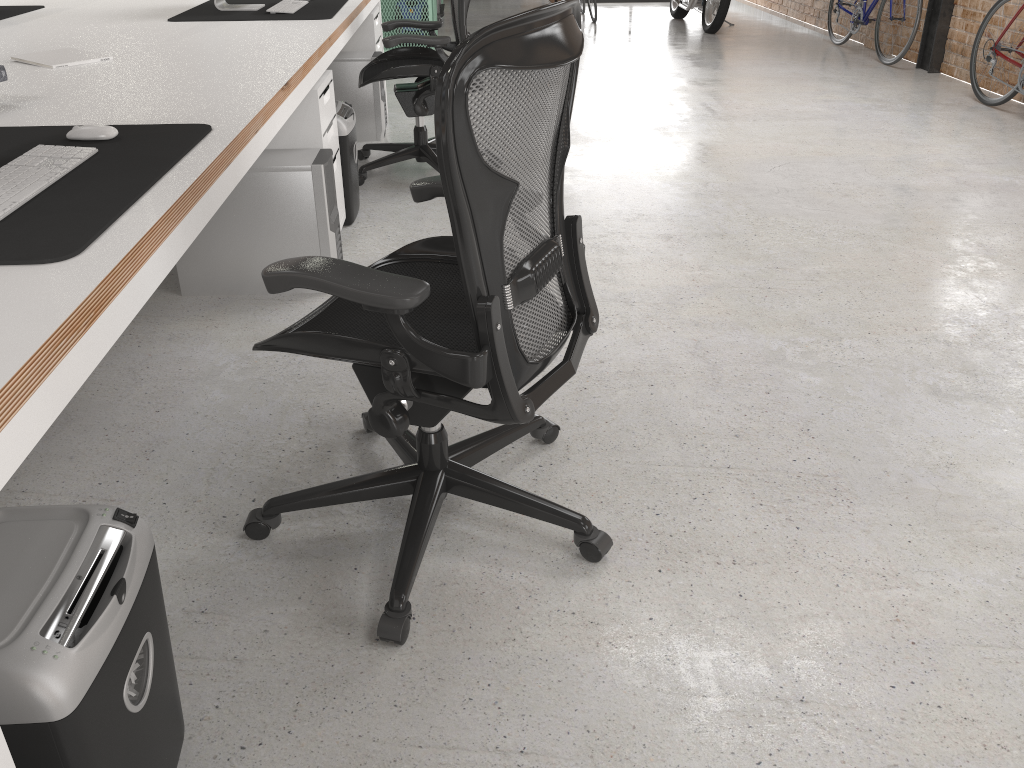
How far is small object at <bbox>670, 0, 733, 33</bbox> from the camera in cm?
851

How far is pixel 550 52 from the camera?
1.4m

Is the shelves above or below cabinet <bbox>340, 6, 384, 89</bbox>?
below

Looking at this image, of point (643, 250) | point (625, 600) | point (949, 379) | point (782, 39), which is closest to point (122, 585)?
point (625, 600)

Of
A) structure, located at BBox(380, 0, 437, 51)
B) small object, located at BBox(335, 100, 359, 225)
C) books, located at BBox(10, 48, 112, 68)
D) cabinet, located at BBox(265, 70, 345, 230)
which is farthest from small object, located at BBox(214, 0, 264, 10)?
structure, located at BBox(380, 0, 437, 51)

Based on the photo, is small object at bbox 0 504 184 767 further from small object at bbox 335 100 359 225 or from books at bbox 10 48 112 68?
A: small object at bbox 335 100 359 225

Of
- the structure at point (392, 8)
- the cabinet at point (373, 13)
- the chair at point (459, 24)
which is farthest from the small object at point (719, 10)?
the chair at point (459, 24)

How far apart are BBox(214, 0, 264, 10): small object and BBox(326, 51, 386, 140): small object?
0.78m

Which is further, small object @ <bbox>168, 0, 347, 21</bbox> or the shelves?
the shelves

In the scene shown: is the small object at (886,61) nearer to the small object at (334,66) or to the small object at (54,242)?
the small object at (334,66)
